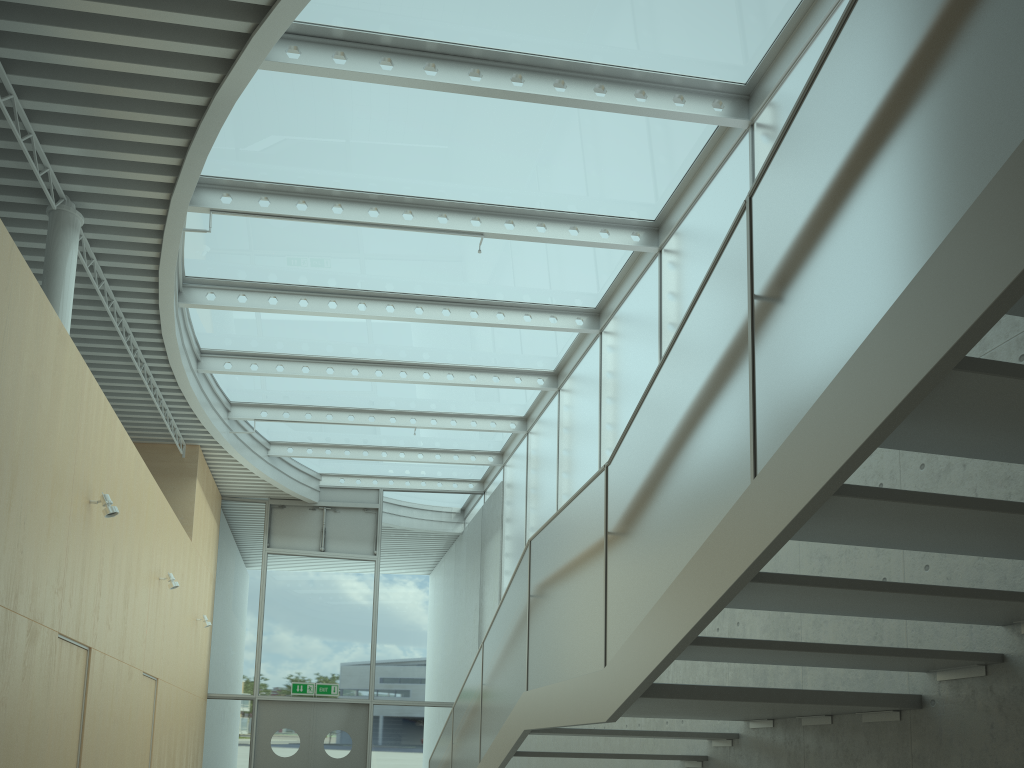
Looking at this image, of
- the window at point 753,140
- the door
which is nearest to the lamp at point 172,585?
the window at point 753,140

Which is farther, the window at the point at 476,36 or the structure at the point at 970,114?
the window at the point at 476,36

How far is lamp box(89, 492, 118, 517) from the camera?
6.71m

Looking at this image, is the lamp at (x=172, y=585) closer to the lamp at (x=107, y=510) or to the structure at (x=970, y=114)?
the lamp at (x=107, y=510)

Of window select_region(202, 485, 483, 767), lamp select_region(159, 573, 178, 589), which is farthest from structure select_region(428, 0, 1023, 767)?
window select_region(202, 485, 483, 767)

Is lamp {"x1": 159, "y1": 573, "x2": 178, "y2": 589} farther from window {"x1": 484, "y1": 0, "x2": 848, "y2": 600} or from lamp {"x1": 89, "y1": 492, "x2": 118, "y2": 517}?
window {"x1": 484, "y1": 0, "x2": 848, "y2": 600}

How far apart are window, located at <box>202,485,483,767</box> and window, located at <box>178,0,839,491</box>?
0.1m

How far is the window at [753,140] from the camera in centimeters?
689cm

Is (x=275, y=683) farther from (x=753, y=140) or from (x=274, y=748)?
(x=753, y=140)

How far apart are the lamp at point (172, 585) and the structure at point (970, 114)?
3.5 meters
